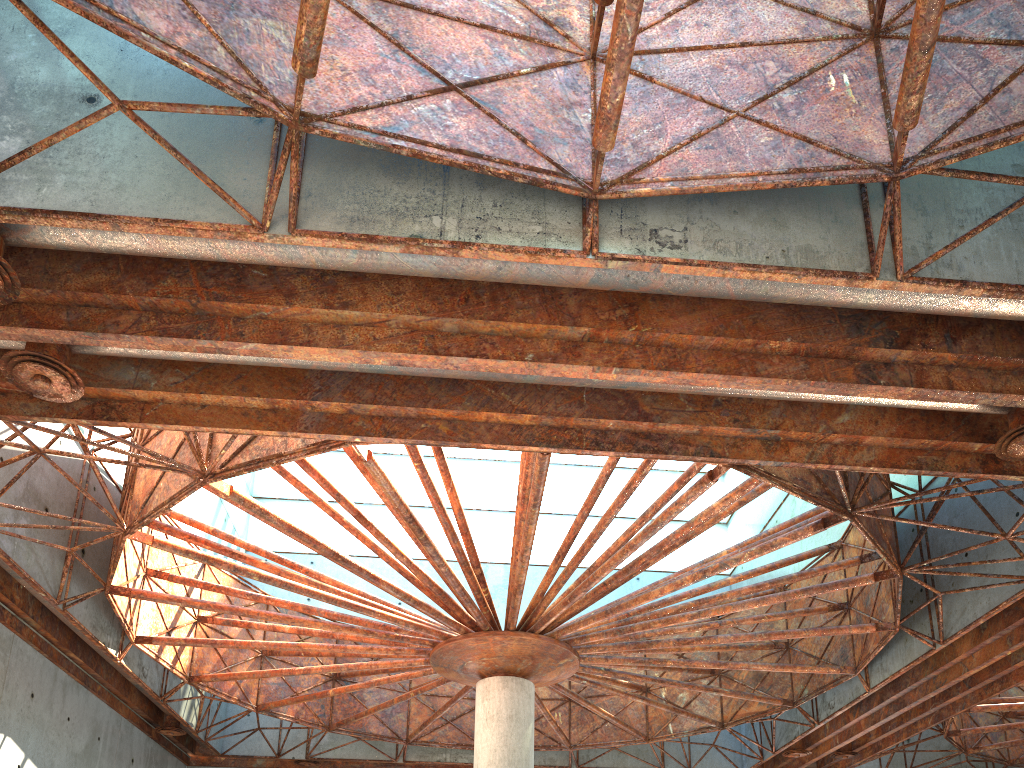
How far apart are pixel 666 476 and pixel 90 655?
30.43m

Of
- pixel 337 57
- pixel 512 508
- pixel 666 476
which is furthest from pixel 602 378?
pixel 666 476
